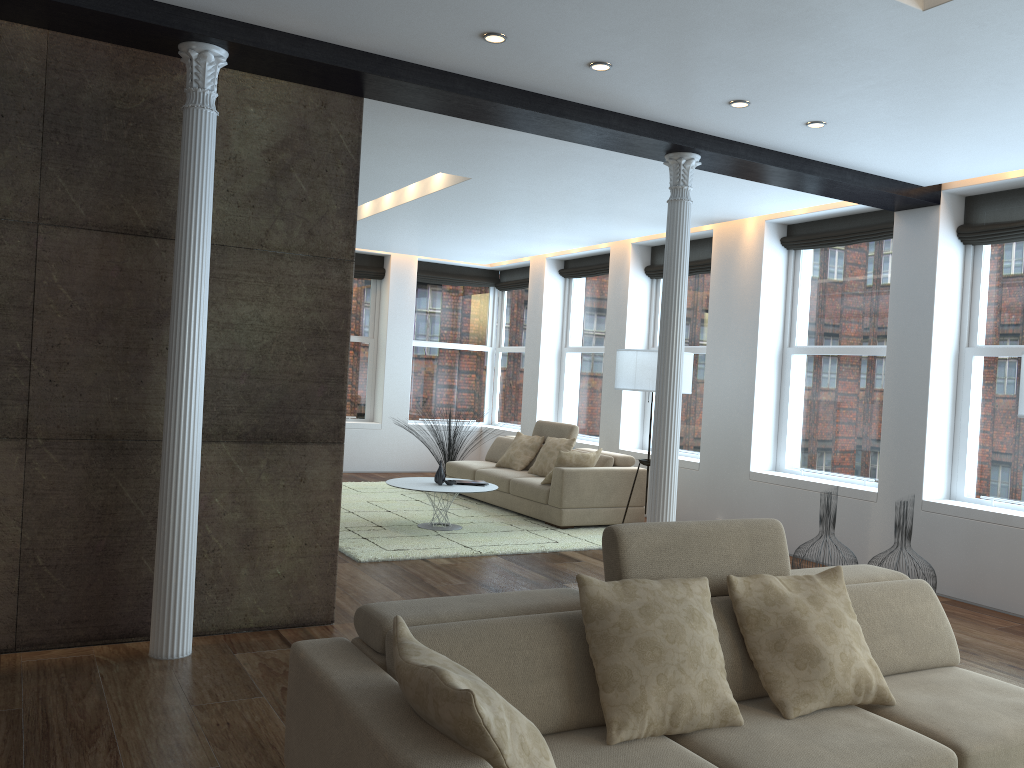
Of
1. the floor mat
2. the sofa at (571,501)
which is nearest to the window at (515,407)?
the sofa at (571,501)

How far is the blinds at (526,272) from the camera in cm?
1259

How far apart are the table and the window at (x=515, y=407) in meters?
4.4

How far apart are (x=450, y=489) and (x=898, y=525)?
3.59m

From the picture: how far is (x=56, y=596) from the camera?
4.22m

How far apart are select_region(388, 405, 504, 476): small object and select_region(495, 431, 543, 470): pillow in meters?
1.1

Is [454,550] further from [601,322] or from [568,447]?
[601,322]

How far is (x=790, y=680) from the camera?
2.9 meters

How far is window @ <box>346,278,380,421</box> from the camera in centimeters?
1232cm

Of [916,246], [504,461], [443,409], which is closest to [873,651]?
[916,246]
